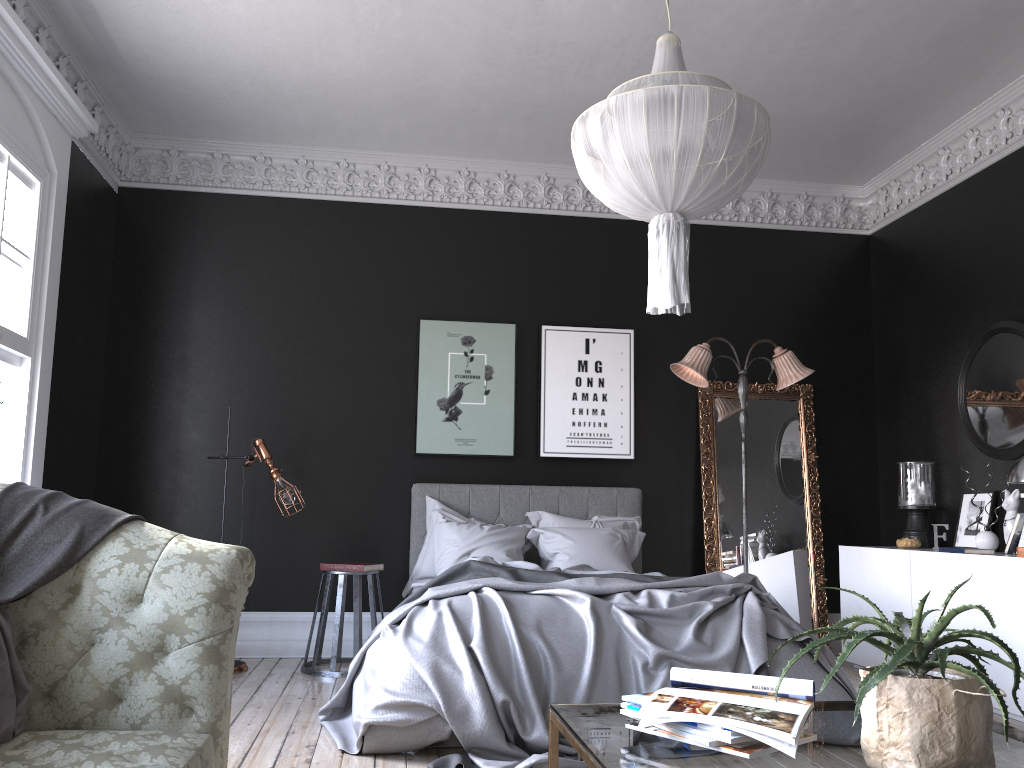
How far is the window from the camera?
4.73m

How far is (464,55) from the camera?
5.57m

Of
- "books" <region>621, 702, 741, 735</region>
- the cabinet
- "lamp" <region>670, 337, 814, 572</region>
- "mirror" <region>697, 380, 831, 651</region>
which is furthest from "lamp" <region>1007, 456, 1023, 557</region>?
"books" <region>621, 702, 741, 735</region>

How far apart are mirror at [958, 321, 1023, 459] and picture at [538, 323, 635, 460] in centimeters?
237cm

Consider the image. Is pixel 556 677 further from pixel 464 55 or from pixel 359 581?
pixel 464 55

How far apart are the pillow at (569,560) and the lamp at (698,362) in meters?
1.1 m

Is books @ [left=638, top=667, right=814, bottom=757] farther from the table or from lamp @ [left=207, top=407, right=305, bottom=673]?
lamp @ [left=207, top=407, right=305, bottom=673]

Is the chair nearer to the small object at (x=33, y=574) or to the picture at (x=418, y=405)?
the picture at (x=418, y=405)

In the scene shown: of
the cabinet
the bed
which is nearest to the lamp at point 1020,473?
the cabinet

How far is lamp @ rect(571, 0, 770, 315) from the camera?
3.2m
